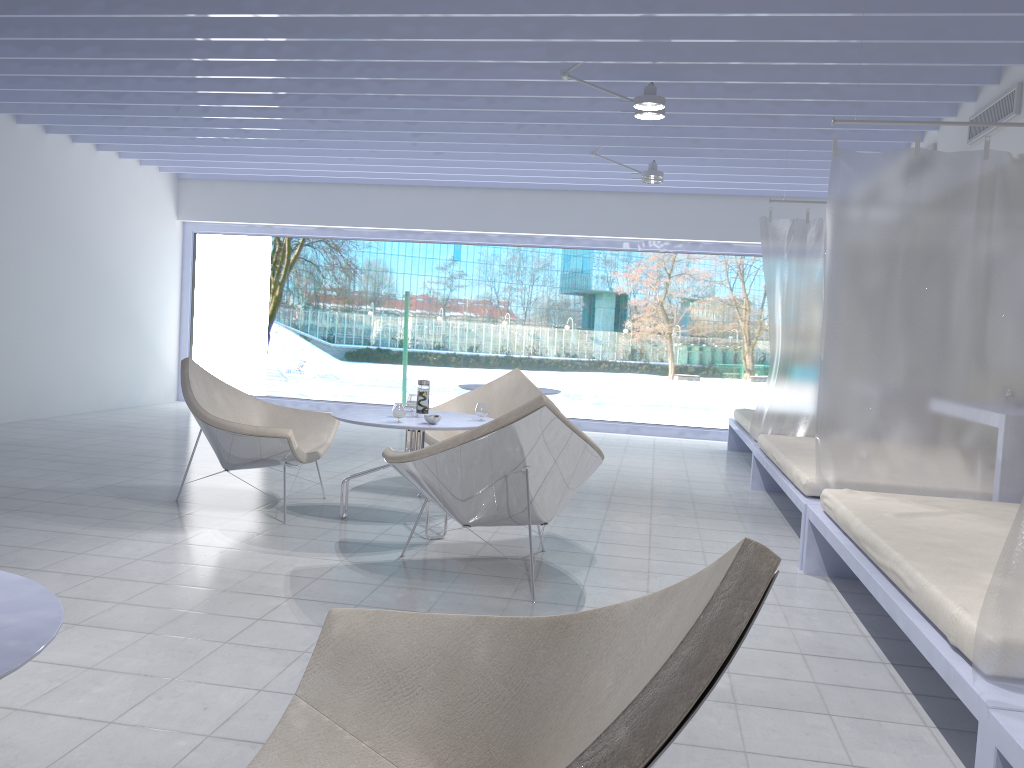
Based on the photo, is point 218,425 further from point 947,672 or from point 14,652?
point 947,672

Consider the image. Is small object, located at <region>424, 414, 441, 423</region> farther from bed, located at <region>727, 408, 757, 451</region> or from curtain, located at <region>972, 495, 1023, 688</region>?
bed, located at <region>727, 408, 757, 451</region>

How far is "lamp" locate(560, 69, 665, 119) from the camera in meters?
4.7 m

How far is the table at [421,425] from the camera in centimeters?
406cm

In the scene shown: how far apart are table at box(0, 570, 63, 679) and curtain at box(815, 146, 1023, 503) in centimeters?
322cm

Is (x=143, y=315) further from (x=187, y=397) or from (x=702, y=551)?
(x=702, y=551)

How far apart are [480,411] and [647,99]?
1.9m

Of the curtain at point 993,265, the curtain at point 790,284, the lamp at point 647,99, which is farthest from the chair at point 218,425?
the curtain at point 790,284

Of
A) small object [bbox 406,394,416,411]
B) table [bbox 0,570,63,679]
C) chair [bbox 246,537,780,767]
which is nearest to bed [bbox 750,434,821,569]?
small object [bbox 406,394,416,411]

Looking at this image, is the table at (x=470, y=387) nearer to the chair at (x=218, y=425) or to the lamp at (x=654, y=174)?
the lamp at (x=654, y=174)
